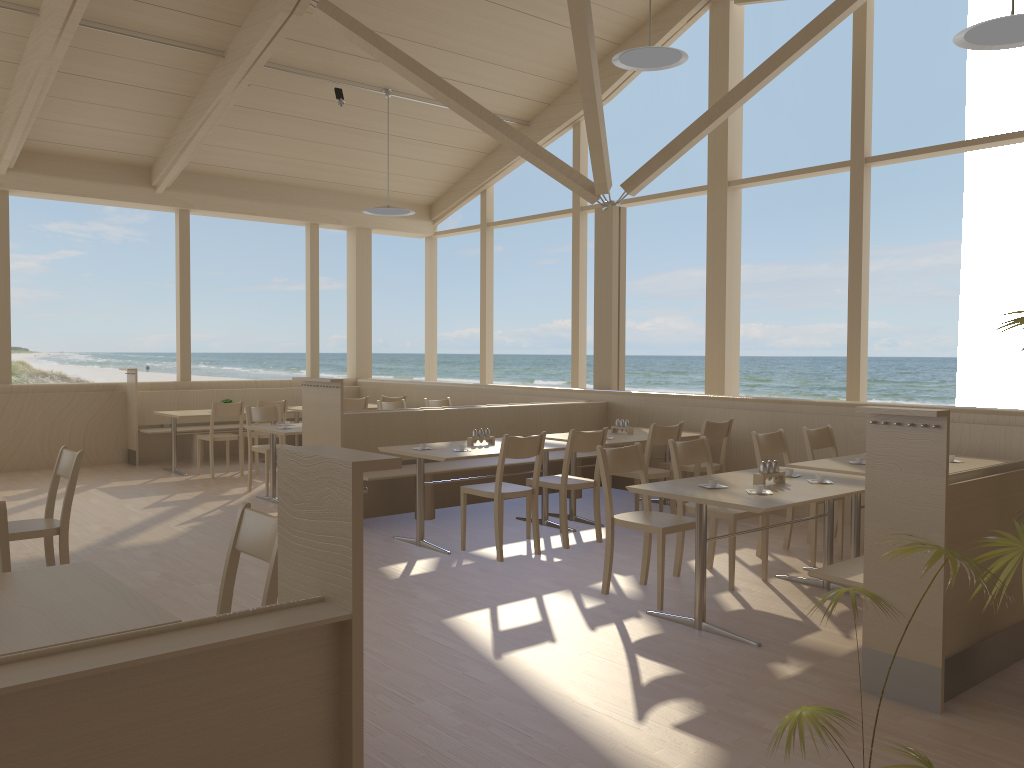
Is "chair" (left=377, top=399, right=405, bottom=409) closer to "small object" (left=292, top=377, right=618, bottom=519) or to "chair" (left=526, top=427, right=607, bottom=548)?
"small object" (left=292, top=377, right=618, bottom=519)

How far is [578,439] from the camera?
5.8 meters

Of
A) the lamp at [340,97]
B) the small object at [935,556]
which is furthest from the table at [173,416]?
the small object at [935,556]

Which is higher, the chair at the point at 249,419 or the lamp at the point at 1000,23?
the lamp at the point at 1000,23

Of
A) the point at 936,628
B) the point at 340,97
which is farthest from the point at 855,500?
the point at 340,97

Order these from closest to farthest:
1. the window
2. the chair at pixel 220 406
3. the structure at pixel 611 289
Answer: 1. the window
2. the structure at pixel 611 289
3. the chair at pixel 220 406

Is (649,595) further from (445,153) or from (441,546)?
(445,153)

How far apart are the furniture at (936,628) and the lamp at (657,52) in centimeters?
416cm

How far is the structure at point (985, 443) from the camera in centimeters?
587cm

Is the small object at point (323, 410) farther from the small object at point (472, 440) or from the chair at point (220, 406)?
the chair at point (220, 406)
